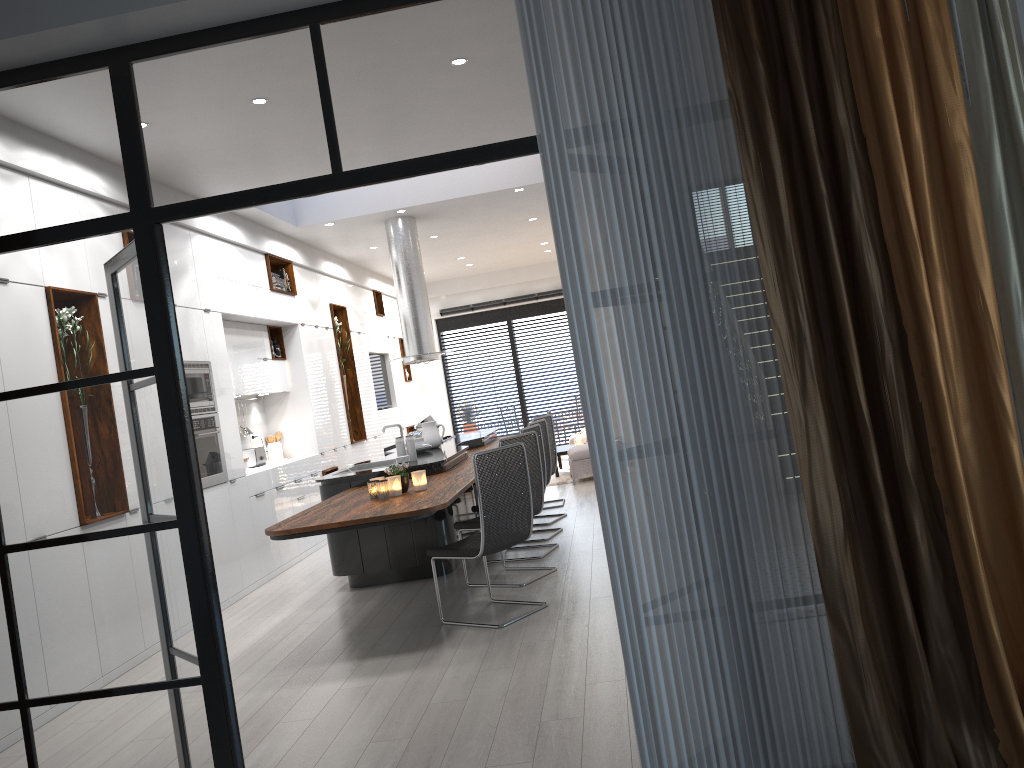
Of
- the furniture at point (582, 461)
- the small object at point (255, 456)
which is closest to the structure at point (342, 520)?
the small object at point (255, 456)

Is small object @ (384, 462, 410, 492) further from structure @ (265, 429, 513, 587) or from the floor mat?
the floor mat

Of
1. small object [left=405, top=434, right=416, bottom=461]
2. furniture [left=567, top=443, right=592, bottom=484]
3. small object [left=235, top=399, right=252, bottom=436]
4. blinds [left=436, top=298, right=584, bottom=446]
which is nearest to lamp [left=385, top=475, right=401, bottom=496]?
small object [left=405, top=434, right=416, bottom=461]

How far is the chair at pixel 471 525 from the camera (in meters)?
6.27

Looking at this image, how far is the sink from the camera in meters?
7.8 m

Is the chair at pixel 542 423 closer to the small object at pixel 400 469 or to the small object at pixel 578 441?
the small object at pixel 400 469

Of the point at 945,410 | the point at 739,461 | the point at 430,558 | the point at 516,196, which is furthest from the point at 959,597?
the point at 516,196

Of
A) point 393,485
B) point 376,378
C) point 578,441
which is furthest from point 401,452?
point 376,378

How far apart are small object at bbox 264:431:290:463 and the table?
4.03m

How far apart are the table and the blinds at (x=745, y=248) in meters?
9.5 m
